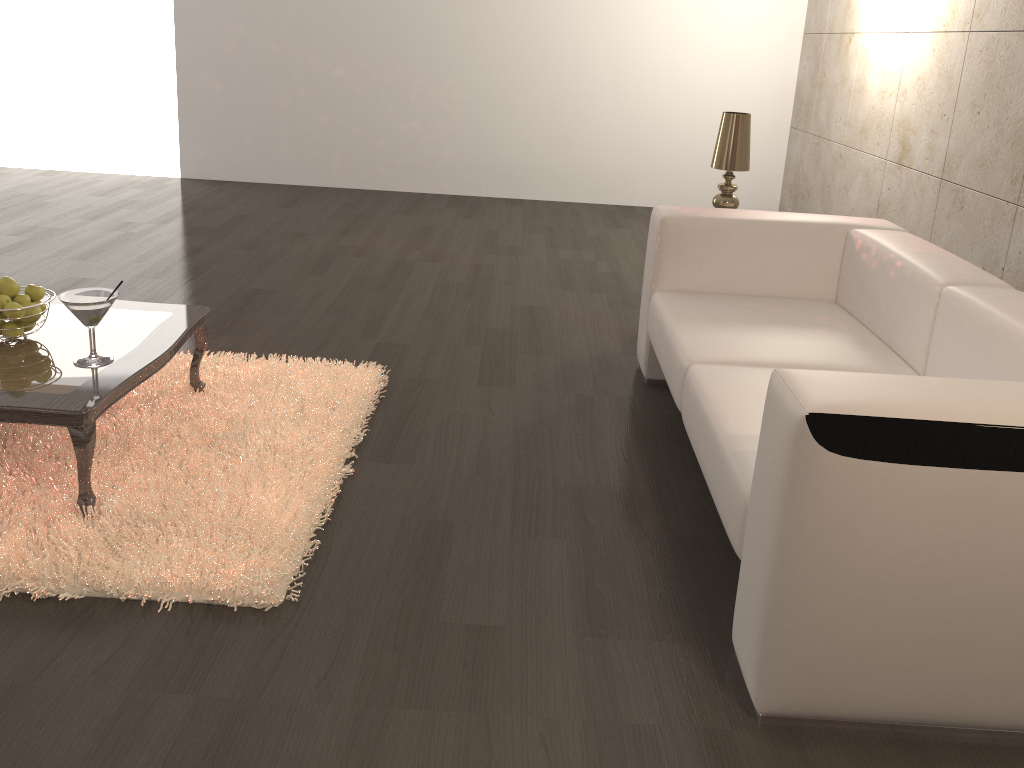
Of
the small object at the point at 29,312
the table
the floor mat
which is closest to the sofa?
the floor mat

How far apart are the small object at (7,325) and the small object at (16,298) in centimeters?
7cm

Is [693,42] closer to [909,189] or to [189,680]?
[909,189]

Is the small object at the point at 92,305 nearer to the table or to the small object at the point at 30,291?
the table

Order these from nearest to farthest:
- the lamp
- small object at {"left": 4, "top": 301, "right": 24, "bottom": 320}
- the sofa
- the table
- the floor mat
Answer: the sofa < the floor mat < the table < small object at {"left": 4, "top": 301, "right": 24, "bottom": 320} < the lamp

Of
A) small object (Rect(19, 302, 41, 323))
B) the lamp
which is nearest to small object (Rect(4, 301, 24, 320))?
small object (Rect(19, 302, 41, 323))

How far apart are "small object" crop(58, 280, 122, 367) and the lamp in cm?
231

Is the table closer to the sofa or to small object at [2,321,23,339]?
small object at [2,321,23,339]

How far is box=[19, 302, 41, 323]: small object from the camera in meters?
Answer: 2.5

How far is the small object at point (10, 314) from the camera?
2.4 meters
